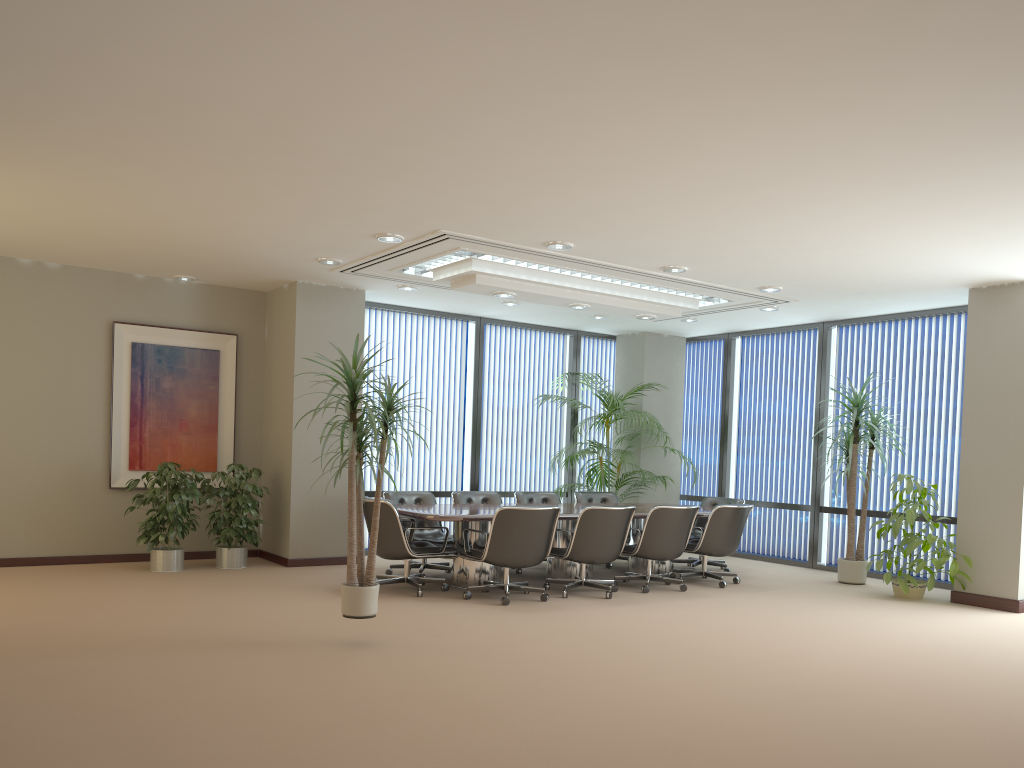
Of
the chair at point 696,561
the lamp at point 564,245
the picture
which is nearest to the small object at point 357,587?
the lamp at point 564,245

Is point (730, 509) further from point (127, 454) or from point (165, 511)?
point (127, 454)

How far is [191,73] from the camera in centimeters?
429cm

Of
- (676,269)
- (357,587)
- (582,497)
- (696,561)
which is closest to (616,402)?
(582,497)

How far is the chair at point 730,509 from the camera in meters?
8.8

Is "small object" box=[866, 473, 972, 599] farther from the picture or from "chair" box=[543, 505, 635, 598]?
the picture

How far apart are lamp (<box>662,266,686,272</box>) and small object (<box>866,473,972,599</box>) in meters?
3.0 m

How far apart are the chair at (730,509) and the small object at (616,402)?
1.7m

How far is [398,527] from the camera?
7.6m

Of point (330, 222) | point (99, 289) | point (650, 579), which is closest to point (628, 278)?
point (650, 579)
